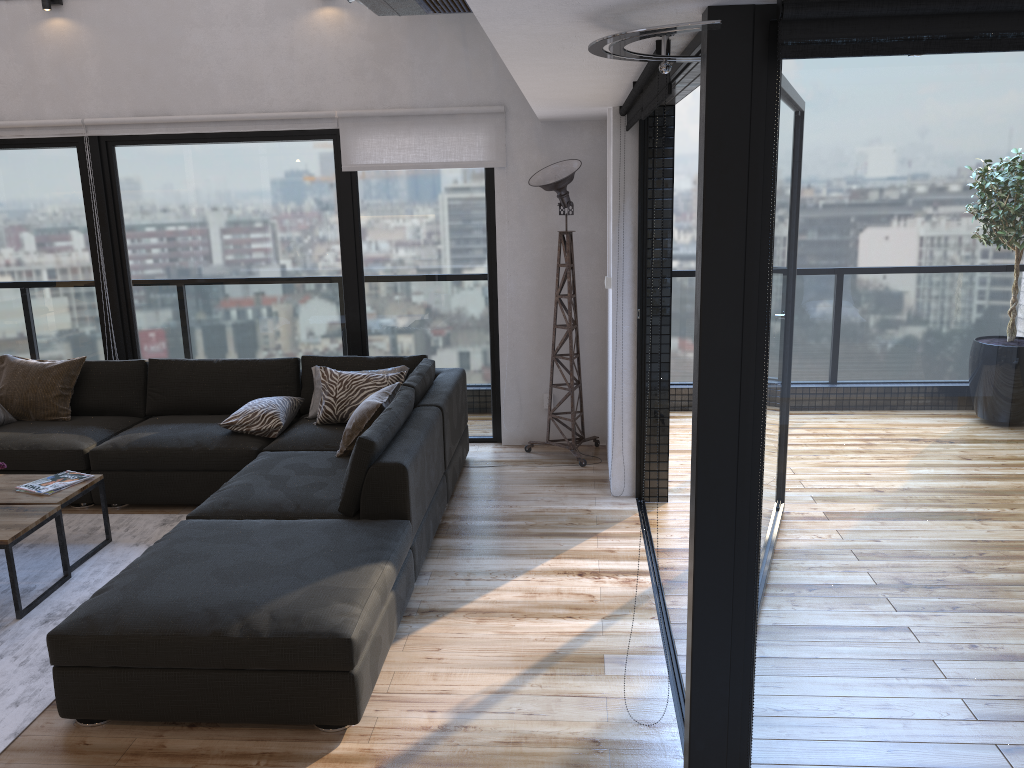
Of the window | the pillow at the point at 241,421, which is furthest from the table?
the window

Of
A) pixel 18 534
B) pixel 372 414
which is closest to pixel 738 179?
pixel 372 414

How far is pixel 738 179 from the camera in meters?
2.0

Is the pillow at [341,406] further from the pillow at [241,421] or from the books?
the books

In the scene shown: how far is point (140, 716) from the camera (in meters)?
2.84

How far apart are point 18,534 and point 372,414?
1.61m

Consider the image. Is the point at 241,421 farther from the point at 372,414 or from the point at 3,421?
the point at 3,421

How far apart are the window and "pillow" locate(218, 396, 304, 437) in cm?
74

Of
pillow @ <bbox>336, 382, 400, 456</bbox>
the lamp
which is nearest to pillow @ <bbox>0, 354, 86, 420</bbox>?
pillow @ <bbox>336, 382, 400, 456</bbox>

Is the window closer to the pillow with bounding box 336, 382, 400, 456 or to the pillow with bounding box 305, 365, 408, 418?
the pillow with bounding box 305, 365, 408, 418
